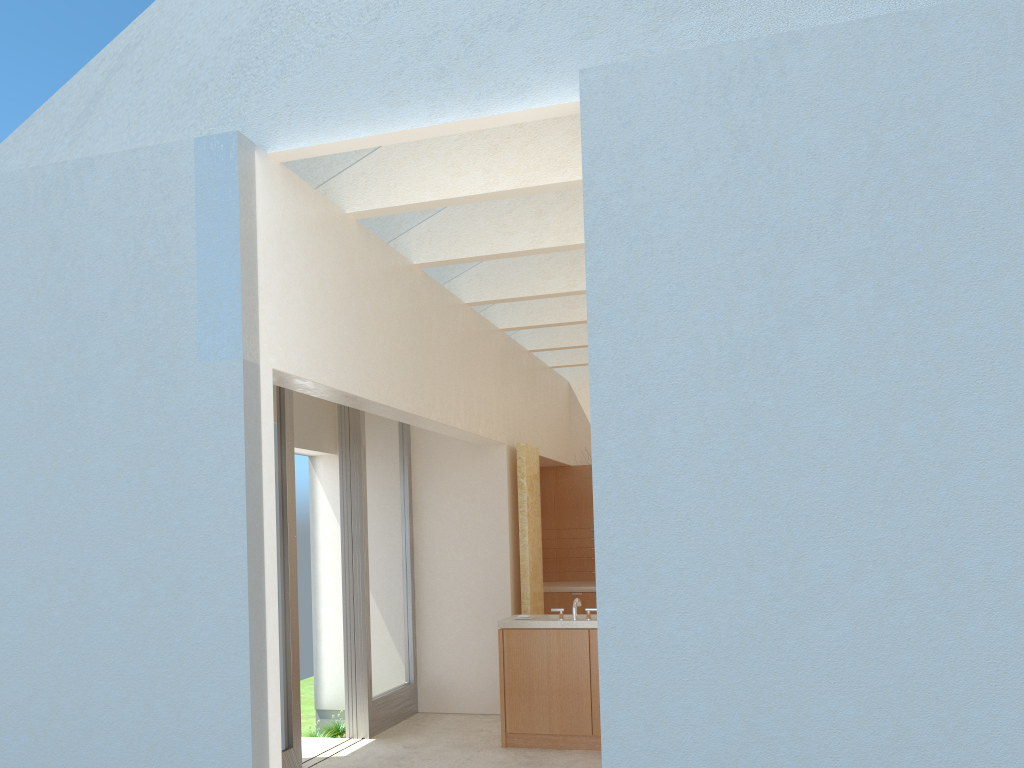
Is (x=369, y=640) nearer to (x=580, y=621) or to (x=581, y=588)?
(x=580, y=621)

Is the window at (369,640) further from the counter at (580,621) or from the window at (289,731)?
the counter at (580,621)

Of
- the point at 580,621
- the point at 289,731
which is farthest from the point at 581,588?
the point at 289,731

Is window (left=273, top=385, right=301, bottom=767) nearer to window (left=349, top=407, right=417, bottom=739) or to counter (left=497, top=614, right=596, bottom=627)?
window (left=349, top=407, right=417, bottom=739)

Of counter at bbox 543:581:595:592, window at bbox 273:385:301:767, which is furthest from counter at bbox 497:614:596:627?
counter at bbox 543:581:595:592

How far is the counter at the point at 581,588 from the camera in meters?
21.8 m

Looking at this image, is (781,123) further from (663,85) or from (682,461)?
(682,461)

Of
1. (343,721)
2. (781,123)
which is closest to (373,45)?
(781,123)

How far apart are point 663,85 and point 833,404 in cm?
342

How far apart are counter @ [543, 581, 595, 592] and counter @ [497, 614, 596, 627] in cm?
571
